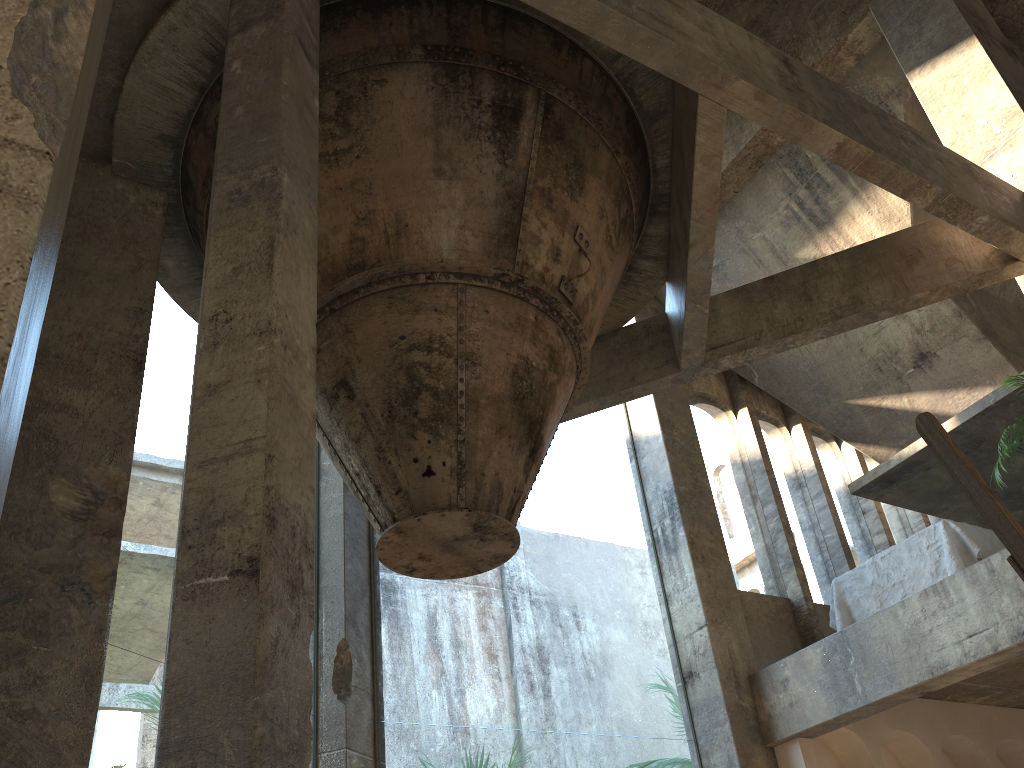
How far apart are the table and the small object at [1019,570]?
7.0 meters

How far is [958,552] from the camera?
7.7 meters

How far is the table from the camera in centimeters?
773cm

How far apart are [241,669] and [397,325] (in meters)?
2.77

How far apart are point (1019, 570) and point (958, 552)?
7.2 meters

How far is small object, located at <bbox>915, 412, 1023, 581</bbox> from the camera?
1.34m

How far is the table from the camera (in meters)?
7.73

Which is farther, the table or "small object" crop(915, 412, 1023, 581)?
the table

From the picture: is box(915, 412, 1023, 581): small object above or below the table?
below

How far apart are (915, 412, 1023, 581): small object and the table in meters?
7.0 m
